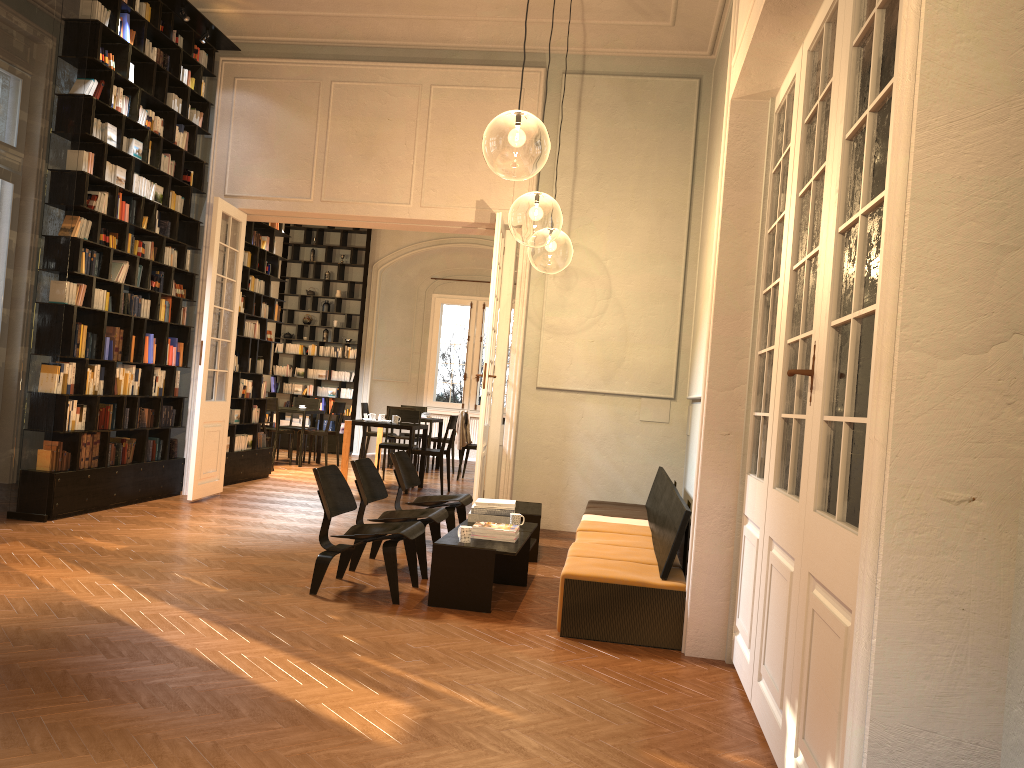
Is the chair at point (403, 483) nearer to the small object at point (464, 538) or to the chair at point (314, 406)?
the small object at point (464, 538)

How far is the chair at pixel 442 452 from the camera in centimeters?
1188cm

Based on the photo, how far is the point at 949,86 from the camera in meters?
1.5 m

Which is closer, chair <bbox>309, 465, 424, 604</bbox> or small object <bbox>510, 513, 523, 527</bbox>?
chair <bbox>309, 465, 424, 604</bbox>

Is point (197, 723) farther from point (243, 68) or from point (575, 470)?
point (243, 68)

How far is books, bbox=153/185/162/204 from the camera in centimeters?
893cm

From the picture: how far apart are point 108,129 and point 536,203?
3.94m

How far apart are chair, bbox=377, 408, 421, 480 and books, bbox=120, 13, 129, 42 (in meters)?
6.19

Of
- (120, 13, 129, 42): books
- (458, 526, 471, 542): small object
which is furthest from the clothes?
(458, 526, 471, 542): small object

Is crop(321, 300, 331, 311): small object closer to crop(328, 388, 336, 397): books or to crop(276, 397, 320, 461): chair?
crop(328, 388, 336, 397): books
